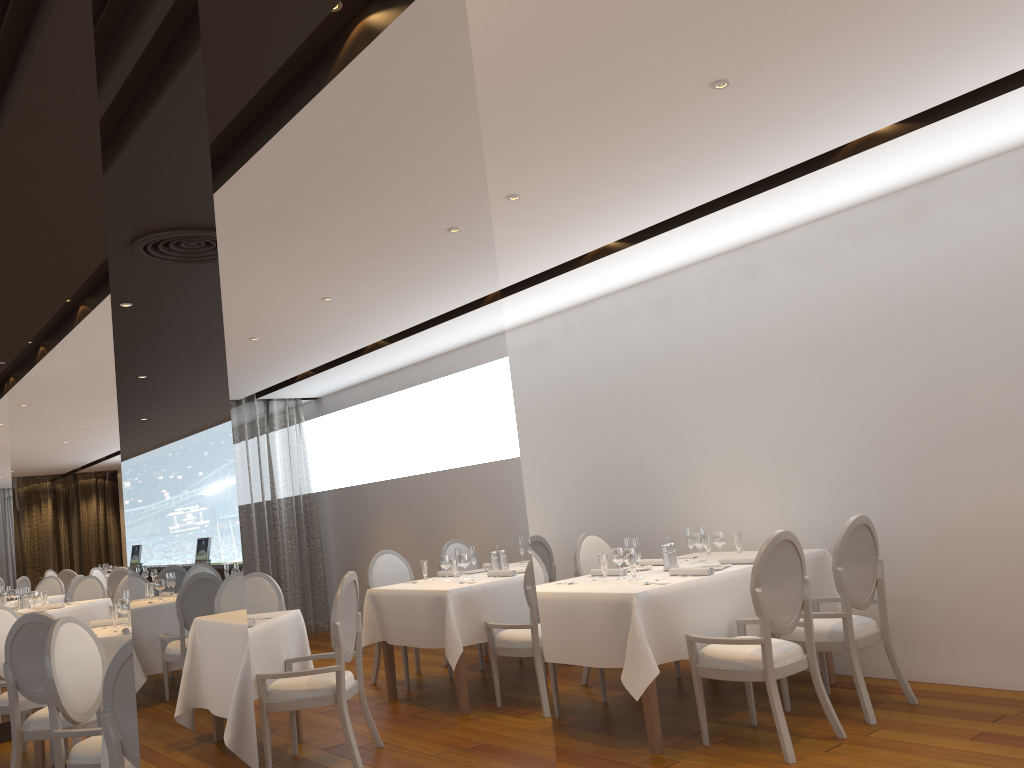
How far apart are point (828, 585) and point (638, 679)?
1.8 meters

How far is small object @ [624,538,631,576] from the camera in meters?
5.5 m

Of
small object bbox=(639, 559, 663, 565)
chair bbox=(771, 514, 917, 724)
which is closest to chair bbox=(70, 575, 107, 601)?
Result: small object bbox=(639, 559, 663, 565)

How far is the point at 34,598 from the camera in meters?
9.2 m

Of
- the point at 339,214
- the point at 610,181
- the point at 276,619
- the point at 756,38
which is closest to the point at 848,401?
the point at 610,181

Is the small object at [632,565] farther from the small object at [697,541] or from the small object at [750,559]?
the small object at [697,541]

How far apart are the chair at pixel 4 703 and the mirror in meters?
0.7 m

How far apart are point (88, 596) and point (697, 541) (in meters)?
7.70

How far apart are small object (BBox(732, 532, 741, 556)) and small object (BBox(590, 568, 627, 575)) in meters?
0.8 m

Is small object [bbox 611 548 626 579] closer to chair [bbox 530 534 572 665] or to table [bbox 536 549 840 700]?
table [bbox 536 549 840 700]
